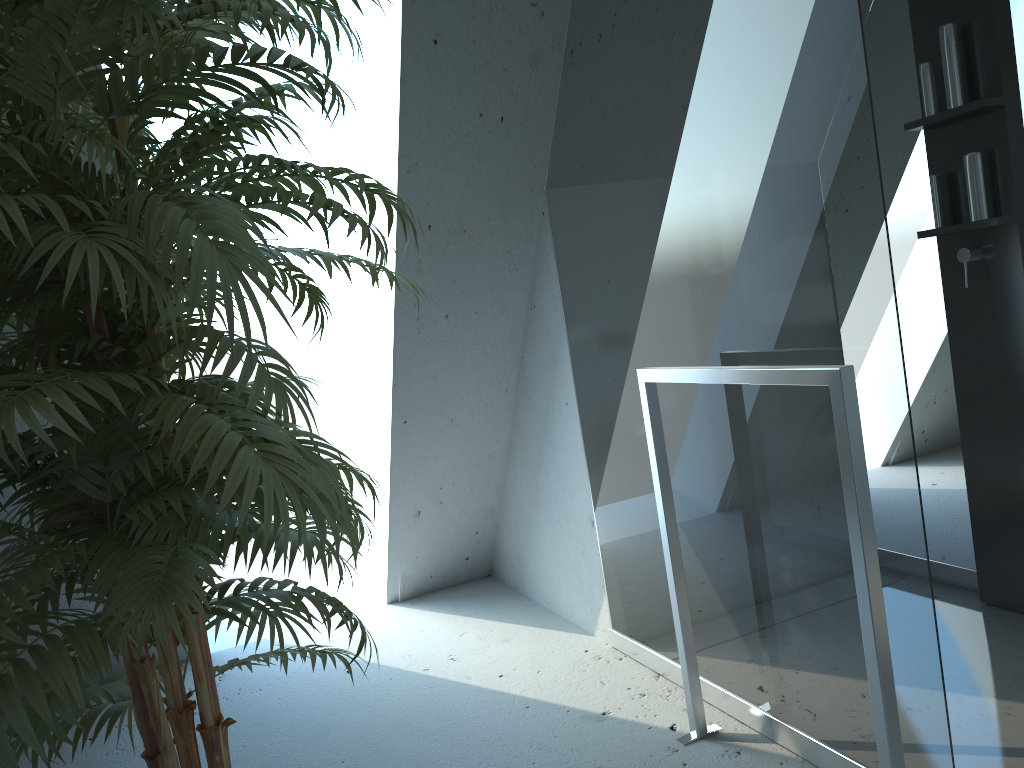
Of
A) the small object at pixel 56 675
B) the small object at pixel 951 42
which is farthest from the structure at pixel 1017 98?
the small object at pixel 56 675

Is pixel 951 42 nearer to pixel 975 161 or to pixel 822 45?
pixel 975 161

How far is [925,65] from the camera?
2.4 meters

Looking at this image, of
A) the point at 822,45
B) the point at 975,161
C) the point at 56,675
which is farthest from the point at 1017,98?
the point at 56,675

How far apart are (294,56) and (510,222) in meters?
1.5 m

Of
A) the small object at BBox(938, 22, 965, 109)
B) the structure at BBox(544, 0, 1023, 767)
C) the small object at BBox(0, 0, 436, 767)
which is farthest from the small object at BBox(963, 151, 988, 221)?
the small object at BBox(0, 0, 436, 767)

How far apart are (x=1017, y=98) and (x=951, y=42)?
0.22m

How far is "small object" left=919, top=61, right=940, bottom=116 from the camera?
2.35m

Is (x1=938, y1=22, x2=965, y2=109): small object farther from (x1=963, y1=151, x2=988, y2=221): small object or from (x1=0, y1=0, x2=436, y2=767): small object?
(x1=0, y1=0, x2=436, y2=767): small object

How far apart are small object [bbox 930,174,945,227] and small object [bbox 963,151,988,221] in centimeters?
Result: 10cm
